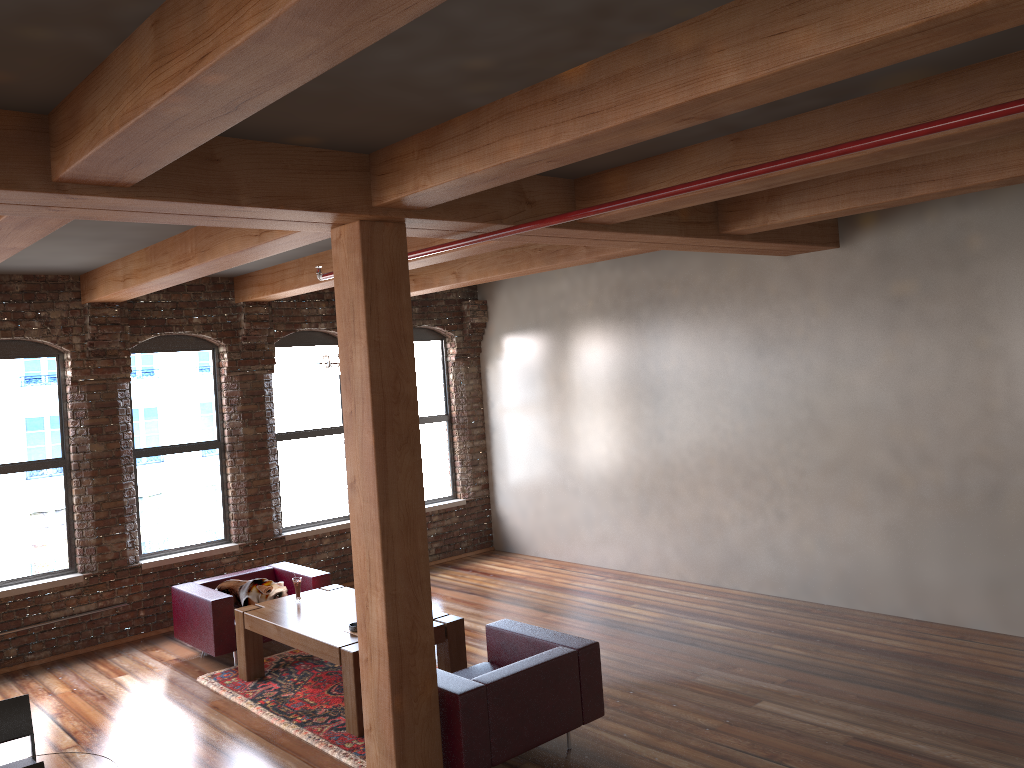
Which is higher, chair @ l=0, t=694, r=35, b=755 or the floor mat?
chair @ l=0, t=694, r=35, b=755

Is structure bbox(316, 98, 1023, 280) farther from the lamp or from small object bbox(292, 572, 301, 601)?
small object bbox(292, 572, 301, 601)

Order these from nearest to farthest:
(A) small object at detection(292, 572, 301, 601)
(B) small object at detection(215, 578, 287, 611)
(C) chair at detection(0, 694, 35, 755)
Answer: (C) chair at detection(0, 694, 35, 755)
(A) small object at detection(292, 572, 301, 601)
(B) small object at detection(215, 578, 287, 611)

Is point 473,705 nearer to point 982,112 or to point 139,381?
point 982,112

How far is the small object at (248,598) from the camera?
7.5m

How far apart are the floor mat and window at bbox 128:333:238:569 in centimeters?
181cm

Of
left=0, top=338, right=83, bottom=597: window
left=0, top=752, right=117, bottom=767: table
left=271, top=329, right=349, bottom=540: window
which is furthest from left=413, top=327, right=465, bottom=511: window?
left=0, top=752, right=117, bottom=767: table

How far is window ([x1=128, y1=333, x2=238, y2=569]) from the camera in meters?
8.6 m

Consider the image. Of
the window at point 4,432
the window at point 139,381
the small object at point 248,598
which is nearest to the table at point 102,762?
the small object at point 248,598

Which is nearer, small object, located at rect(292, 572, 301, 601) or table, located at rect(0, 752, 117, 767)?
table, located at rect(0, 752, 117, 767)
